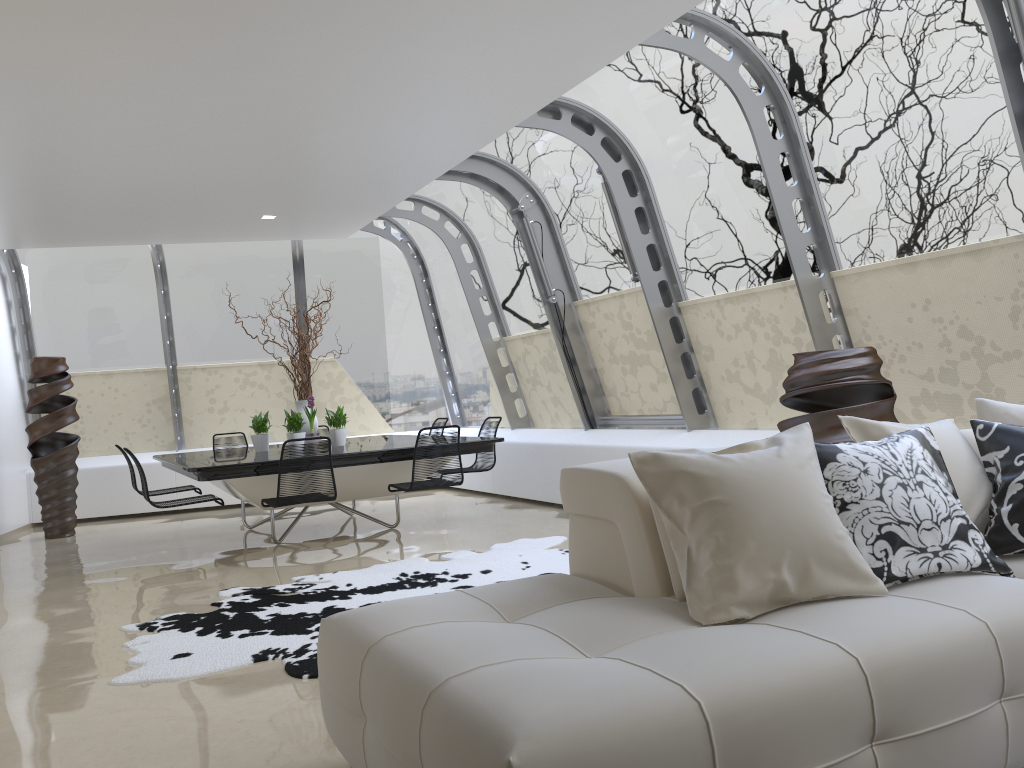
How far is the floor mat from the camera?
4.0 meters

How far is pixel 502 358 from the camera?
9.8m

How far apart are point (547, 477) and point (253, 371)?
4.3m

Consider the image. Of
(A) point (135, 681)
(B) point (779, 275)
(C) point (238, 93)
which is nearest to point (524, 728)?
(A) point (135, 681)

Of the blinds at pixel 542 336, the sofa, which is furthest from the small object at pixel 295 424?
the sofa

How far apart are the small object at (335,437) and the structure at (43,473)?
2.8m

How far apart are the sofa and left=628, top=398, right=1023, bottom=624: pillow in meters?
0.0

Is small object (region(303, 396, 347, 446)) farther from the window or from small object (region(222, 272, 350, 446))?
the window

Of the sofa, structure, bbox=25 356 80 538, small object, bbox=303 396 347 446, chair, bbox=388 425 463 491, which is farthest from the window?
small object, bbox=303 396 347 446

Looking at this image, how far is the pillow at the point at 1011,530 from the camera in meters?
2.8 m
